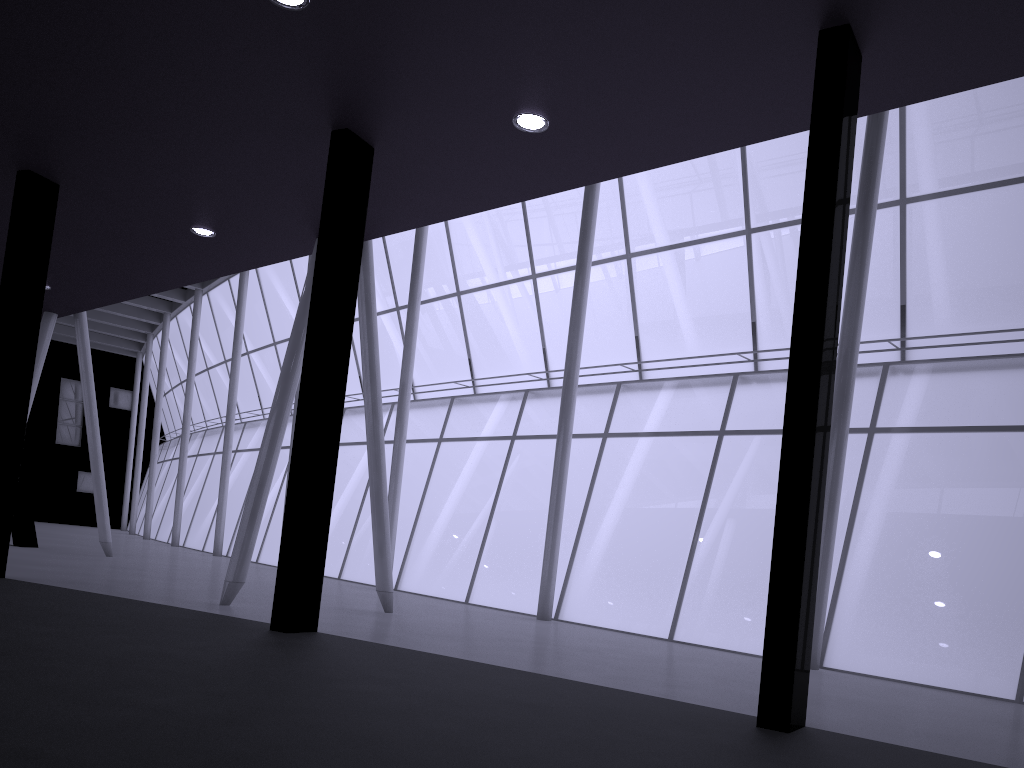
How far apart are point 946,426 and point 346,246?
13.2 meters
